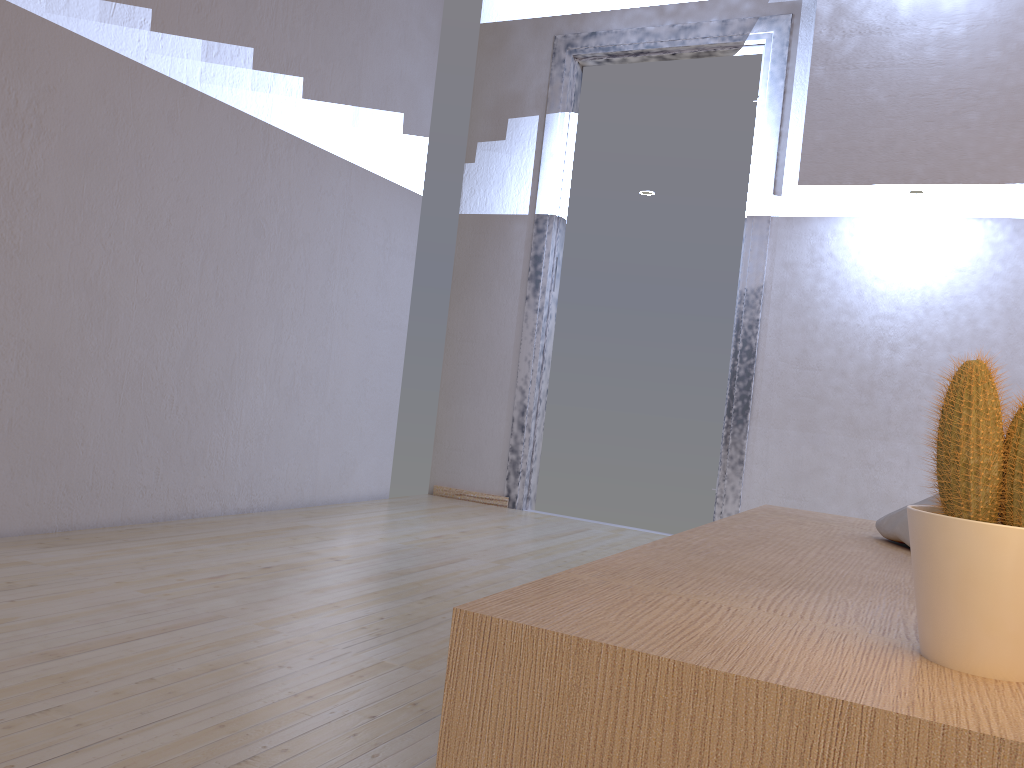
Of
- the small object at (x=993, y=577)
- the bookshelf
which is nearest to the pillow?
the bookshelf

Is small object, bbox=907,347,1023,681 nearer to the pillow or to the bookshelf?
the bookshelf

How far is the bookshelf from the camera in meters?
0.6 m

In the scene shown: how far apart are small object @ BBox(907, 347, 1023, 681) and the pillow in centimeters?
75cm

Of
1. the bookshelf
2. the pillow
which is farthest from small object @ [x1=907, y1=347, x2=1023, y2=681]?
the pillow

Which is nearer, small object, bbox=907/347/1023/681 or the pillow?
small object, bbox=907/347/1023/681

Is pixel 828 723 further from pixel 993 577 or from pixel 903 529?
pixel 903 529

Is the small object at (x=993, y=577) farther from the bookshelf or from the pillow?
the pillow

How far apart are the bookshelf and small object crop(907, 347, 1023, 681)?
0.0m
